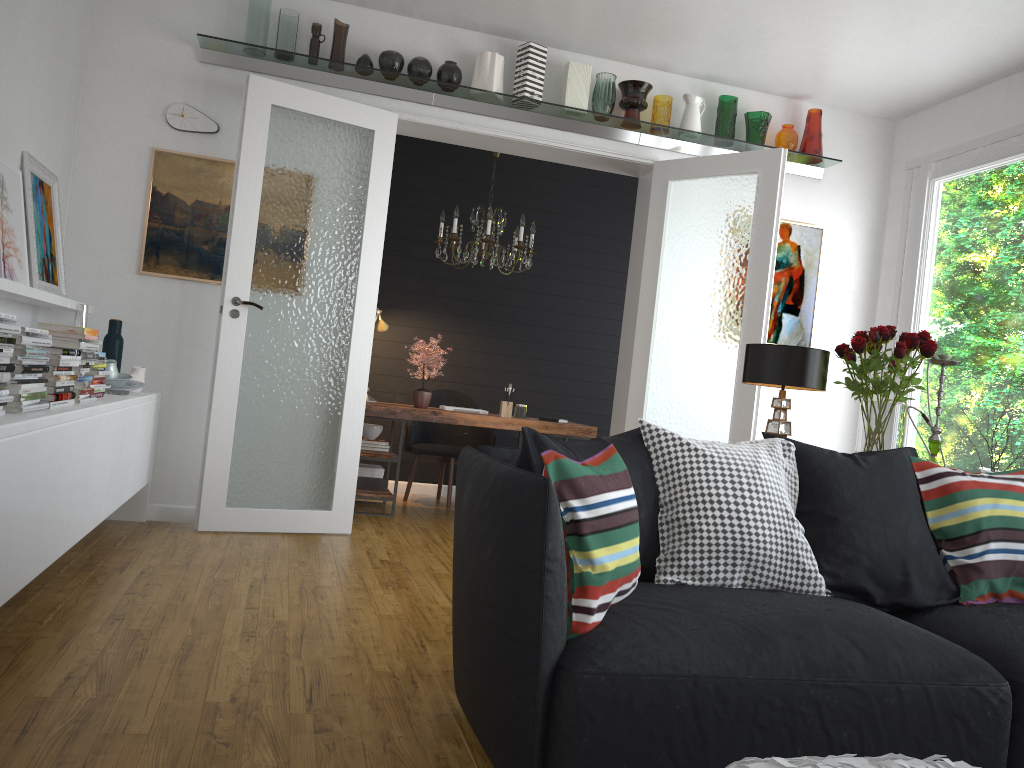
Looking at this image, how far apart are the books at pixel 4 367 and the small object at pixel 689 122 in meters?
4.2

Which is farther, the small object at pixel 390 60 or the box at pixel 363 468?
the box at pixel 363 468

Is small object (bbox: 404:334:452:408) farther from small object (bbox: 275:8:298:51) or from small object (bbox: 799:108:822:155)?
small object (bbox: 799:108:822:155)

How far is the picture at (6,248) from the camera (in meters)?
3.68

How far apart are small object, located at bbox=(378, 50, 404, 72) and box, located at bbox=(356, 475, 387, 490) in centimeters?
274cm

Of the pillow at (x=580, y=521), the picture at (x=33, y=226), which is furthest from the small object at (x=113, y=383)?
the pillow at (x=580, y=521)

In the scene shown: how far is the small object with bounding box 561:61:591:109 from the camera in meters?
5.3 m

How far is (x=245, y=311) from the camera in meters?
4.8

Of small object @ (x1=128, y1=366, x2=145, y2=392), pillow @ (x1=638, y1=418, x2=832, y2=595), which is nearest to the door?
small object @ (x1=128, y1=366, x2=145, y2=392)

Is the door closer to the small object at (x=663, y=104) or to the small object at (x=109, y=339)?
the small object at (x=663, y=104)
